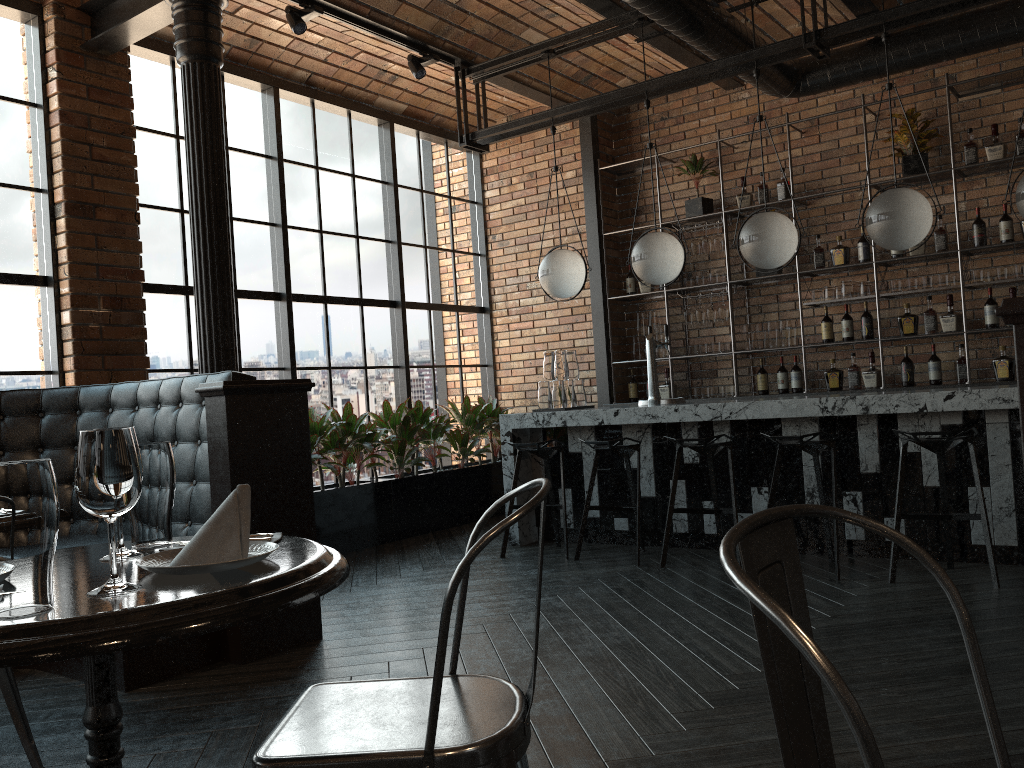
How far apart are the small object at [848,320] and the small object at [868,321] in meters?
0.1

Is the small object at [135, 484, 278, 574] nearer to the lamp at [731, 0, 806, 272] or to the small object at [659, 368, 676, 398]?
the lamp at [731, 0, 806, 272]

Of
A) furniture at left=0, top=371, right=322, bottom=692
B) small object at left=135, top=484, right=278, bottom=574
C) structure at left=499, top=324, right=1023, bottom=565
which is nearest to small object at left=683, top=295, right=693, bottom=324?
structure at left=499, top=324, right=1023, bottom=565

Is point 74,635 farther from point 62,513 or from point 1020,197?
point 1020,197

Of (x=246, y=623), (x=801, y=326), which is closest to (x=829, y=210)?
(x=801, y=326)

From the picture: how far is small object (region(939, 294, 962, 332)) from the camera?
6.3m

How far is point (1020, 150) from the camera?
6.0 meters

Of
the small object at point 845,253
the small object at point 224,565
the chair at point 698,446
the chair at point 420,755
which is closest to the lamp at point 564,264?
the chair at point 698,446

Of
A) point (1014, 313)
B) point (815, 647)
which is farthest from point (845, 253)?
point (815, 647)

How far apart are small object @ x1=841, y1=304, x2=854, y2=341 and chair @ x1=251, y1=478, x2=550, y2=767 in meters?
5.6 m
